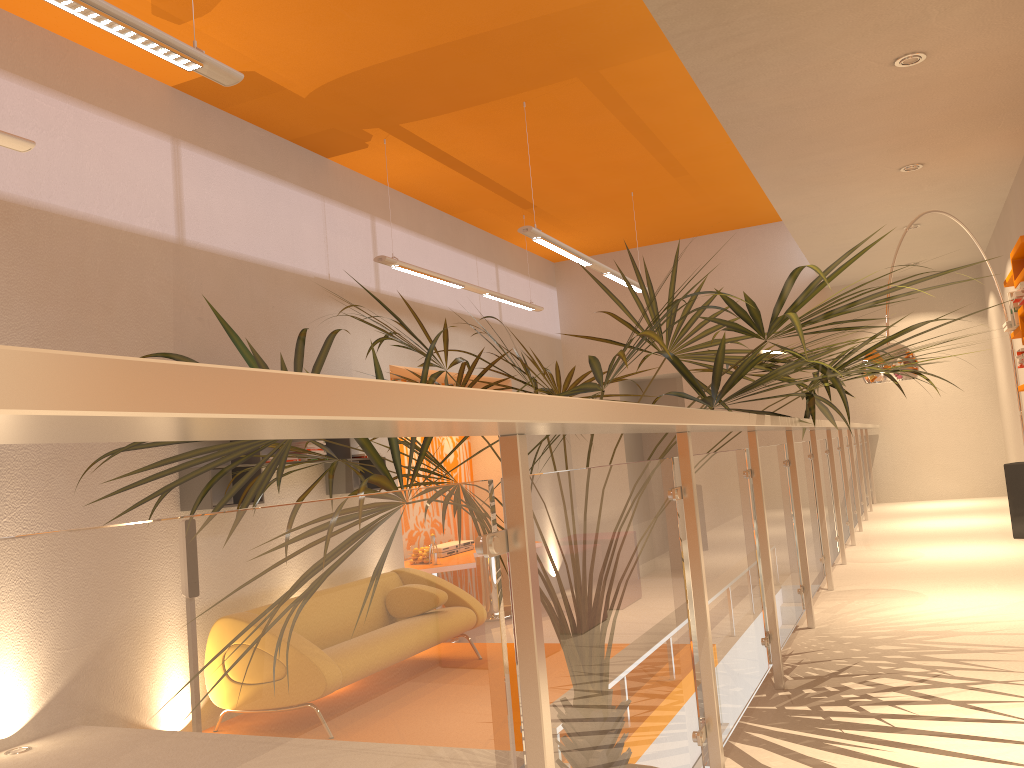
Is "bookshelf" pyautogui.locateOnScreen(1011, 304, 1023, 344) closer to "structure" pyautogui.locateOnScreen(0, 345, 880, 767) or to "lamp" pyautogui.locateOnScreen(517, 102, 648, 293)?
"structure" pyautogui.locateOnScreen(0, 345, 880, 767)

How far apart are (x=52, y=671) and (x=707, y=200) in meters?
9.7

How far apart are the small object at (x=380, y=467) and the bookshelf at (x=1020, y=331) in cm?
256

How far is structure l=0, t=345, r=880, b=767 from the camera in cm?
56

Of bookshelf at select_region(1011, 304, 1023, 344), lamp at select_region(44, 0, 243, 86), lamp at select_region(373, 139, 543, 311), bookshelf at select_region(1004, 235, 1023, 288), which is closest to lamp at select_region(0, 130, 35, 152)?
lamp at select_region(44, 0, 243, 86)

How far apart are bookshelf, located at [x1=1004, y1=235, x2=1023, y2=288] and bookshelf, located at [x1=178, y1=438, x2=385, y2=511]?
4.7 meters

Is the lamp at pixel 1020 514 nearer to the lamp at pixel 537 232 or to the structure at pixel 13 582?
the structure at pixel 13 582

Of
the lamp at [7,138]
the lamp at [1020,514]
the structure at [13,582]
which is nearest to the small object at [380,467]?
the structure at [13,582]

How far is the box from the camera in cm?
564

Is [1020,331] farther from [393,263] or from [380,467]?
[380,467]
